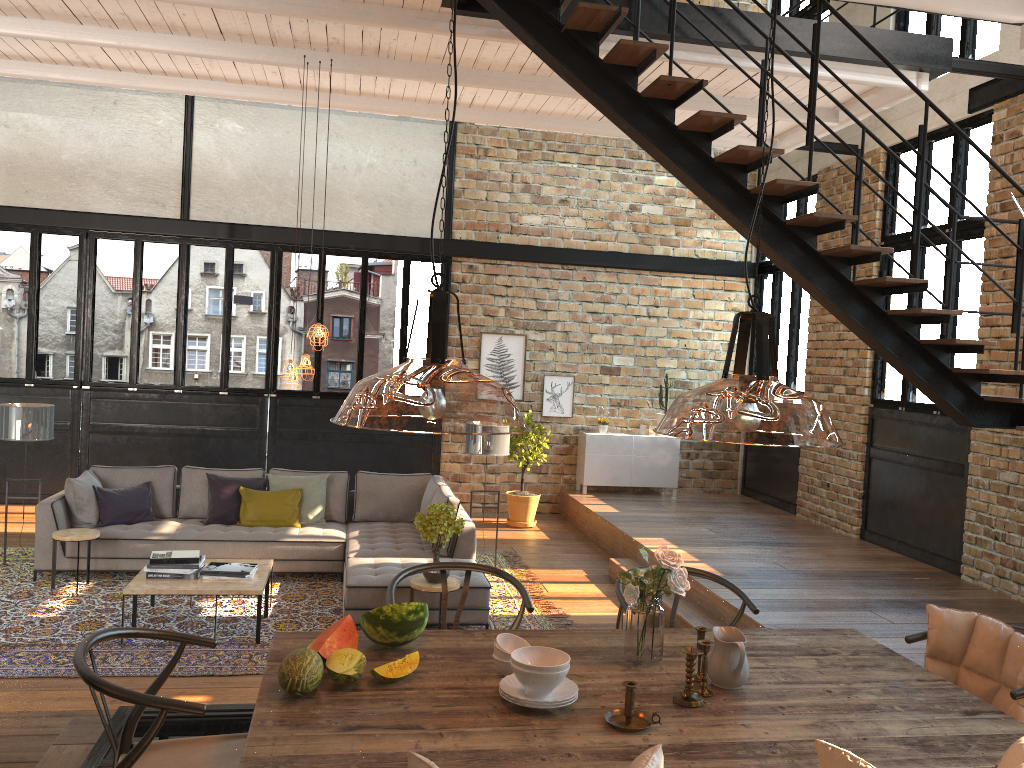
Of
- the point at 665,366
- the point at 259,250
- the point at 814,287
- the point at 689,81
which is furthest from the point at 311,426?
the point at 259,250

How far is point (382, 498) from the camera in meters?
8.5 m

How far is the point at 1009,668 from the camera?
3.1 meters

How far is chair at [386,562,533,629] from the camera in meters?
3.5 m

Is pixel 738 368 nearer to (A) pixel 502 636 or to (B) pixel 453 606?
(A) pixel 502 636

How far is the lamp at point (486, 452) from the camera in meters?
8.3

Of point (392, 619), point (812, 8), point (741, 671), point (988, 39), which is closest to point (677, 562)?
point (741, 671)

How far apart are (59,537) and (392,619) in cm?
511

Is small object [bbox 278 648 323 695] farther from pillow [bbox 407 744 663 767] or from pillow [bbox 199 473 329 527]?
pillow [bbox 199 473 329 527]

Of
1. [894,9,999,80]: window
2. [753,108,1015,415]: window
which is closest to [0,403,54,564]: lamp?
[753,108,1015,415]: window
